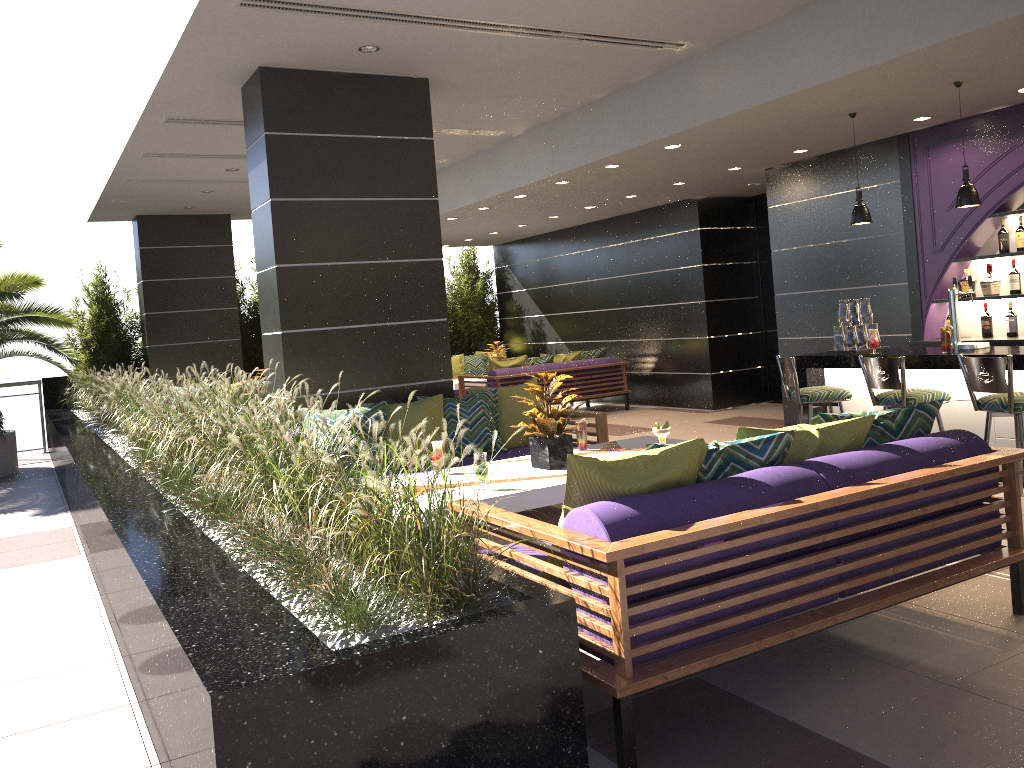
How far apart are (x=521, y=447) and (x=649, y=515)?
3.59m

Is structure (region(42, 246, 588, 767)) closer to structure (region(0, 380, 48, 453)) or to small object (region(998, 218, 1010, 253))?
structure (region(0, 380, 48, 453))

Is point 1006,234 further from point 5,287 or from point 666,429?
point 5,287

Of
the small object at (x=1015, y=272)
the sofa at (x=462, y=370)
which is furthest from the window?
the sofa at (x=462, y=370)

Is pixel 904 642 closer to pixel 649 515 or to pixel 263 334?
pixel 649 515

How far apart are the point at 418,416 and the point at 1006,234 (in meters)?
5.09

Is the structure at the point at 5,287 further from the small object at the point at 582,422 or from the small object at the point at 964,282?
the small object at the point at 964,282

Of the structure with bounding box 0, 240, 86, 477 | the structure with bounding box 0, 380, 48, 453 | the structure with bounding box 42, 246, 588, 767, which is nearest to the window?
the structure with bounding box 42, 246, 588, 767

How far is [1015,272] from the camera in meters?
7.2

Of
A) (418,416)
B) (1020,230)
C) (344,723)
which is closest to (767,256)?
(1020,230)
